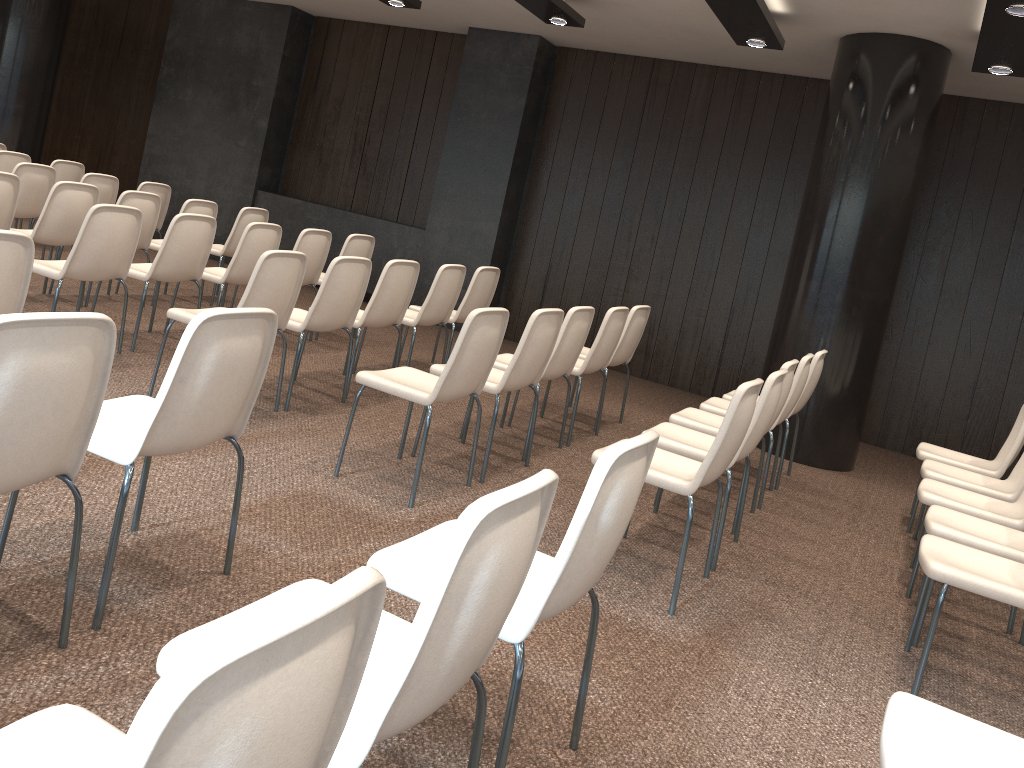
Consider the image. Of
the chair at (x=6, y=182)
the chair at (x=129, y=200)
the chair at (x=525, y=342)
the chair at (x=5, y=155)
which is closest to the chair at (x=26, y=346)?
the chair at (x=525, y=342)

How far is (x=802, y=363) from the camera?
5.0m

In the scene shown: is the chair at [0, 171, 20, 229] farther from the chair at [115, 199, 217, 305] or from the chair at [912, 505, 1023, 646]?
the chair at [912, 505, 1023, 646]

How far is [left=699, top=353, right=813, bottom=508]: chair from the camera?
5.0 meters

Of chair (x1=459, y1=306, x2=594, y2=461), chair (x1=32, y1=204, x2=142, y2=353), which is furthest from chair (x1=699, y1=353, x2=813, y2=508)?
chair (x1=32, y1=204, x2=142, y2=353)

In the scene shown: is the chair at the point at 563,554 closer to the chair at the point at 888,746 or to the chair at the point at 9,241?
the chair at the point at 888,746

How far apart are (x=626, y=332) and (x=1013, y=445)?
2.4 meters

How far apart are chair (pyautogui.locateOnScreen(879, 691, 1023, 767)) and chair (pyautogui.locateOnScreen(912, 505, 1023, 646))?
1.7 meters

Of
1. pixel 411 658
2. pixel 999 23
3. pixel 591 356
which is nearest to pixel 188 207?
pixel 591 356

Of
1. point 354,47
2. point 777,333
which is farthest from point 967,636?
point 354,47
